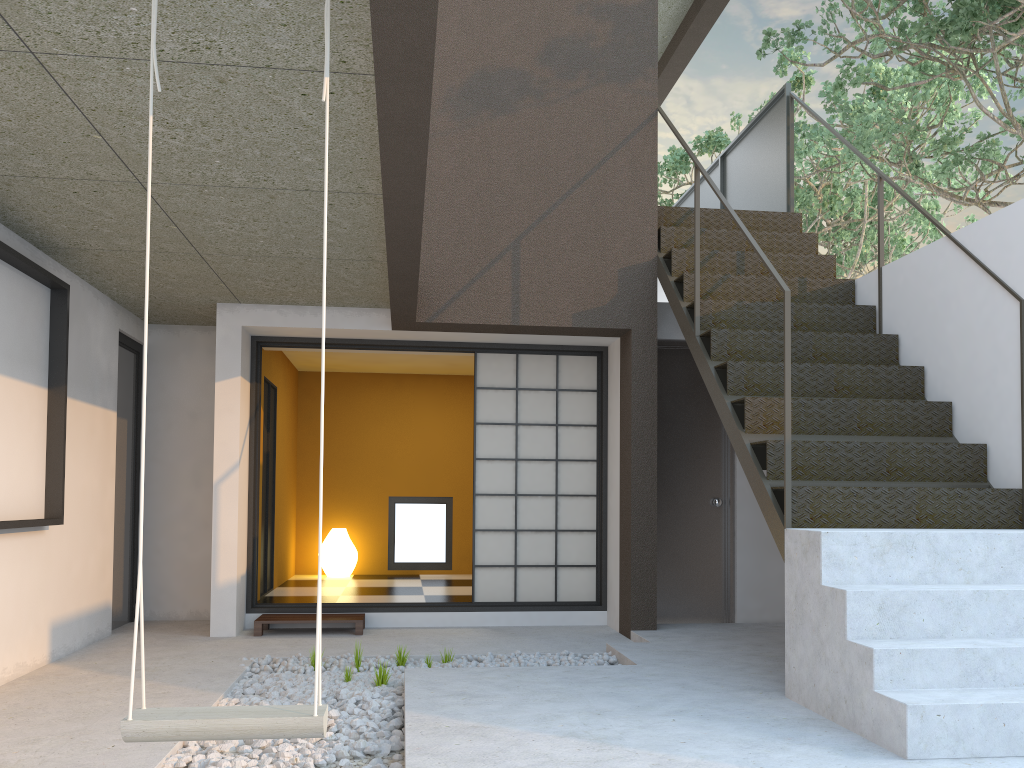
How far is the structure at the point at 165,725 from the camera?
2.0m

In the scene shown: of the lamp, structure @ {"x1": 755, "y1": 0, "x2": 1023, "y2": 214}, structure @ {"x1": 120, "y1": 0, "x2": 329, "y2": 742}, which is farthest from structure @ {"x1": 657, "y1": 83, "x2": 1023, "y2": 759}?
the lamp

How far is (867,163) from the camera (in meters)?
5.51

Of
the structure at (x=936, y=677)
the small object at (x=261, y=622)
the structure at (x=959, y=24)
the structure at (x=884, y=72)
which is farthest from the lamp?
the structure at (x=884, y=72)

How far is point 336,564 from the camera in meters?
8.5

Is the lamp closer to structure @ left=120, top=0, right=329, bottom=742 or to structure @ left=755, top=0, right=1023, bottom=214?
structure @ left=755, top=0, right=1023, bottom=214

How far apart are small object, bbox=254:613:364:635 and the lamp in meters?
2.5 m

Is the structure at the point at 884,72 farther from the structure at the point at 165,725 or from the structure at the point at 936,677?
the structure at the point at 165,725

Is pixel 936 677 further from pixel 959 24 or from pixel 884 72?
pixel 884 72

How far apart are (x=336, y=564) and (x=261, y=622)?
2.8 meters
